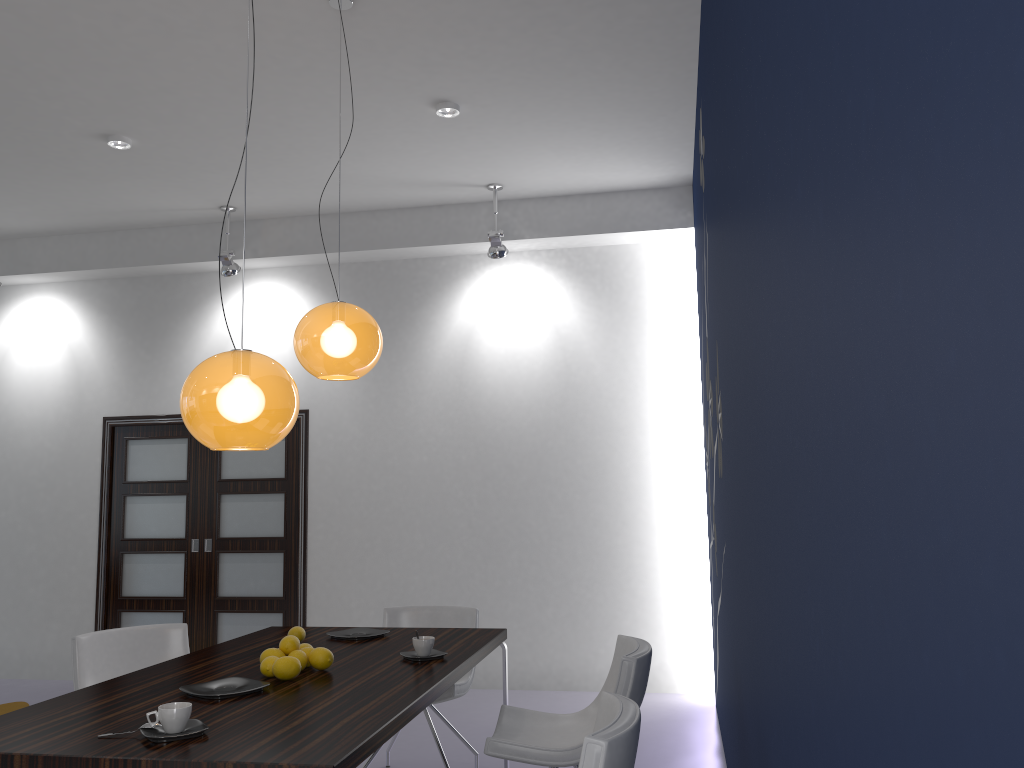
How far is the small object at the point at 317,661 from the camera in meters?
3.0

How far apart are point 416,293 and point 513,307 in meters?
0.8

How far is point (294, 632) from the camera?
3.62m

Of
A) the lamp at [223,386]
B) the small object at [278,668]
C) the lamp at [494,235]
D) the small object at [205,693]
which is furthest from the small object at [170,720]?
the lamp at [494,235]

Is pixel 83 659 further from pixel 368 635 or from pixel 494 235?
pixel 494 235

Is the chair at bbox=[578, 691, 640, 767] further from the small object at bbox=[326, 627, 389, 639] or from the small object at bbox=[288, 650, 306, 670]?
the small object at bbox=[326, 627, 389, 639]

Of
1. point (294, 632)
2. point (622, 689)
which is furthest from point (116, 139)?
point (622, 689)

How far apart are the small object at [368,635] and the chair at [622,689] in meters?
0.6

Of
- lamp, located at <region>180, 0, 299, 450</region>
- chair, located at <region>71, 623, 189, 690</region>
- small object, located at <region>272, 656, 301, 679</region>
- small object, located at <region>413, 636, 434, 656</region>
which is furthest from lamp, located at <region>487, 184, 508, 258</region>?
small object, located at <region>272, 656, 301, 679</region>

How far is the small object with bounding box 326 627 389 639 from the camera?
3.73m
